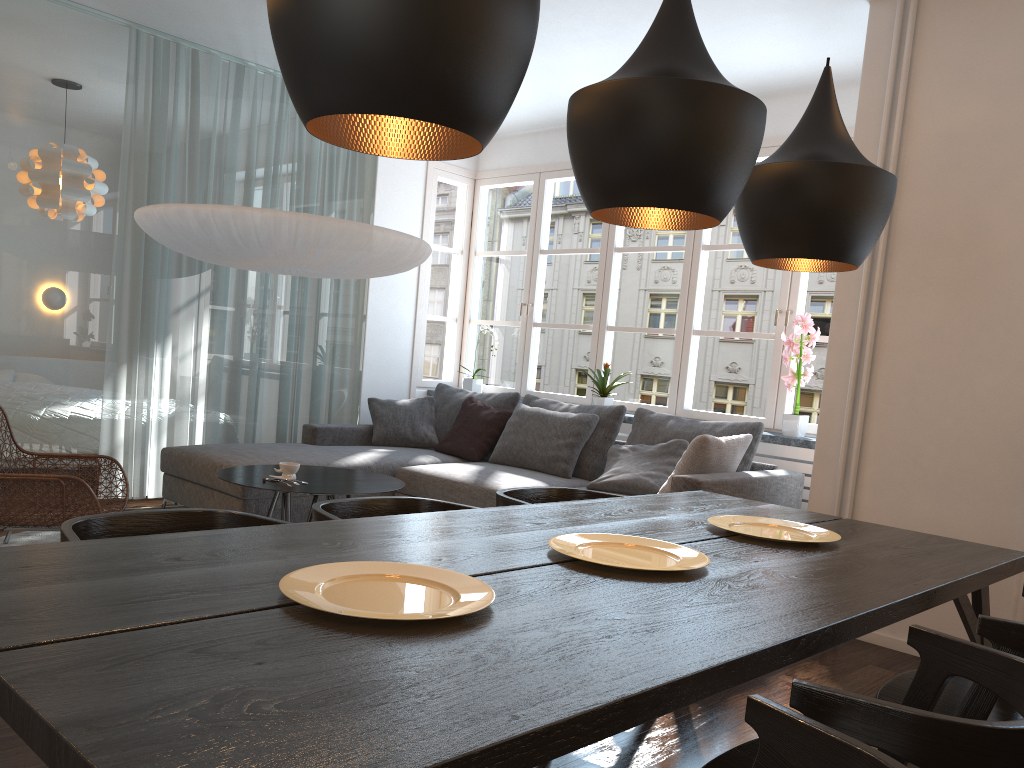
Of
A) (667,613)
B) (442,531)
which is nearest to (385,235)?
(442,531)

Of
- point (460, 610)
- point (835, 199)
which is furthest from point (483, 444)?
point (460, 610)

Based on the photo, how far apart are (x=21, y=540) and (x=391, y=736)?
4.0 meters

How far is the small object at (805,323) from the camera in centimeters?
485cm

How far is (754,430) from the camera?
4.7m

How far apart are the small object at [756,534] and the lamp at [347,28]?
1.3m

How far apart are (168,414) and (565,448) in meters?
2.4 m

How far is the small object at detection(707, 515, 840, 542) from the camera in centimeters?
238cm

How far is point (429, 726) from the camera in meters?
1.0 m

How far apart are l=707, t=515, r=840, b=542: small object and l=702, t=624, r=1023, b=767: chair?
0.71m
